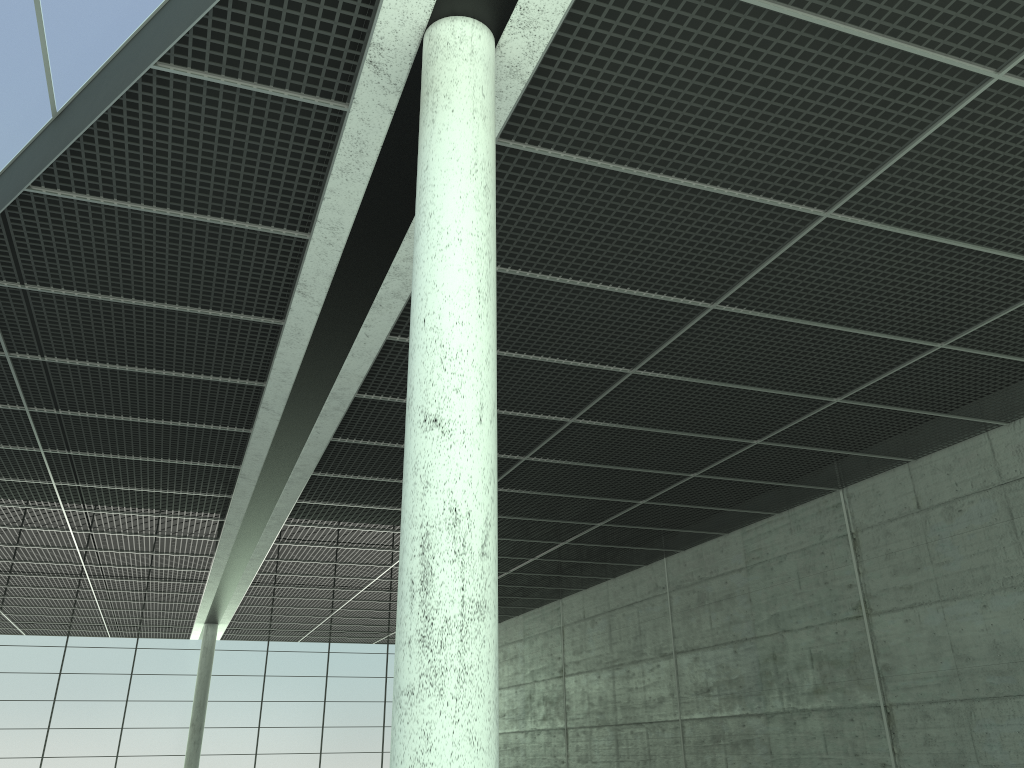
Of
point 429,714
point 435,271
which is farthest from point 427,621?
point 435,271

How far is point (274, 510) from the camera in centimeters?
4293cm
